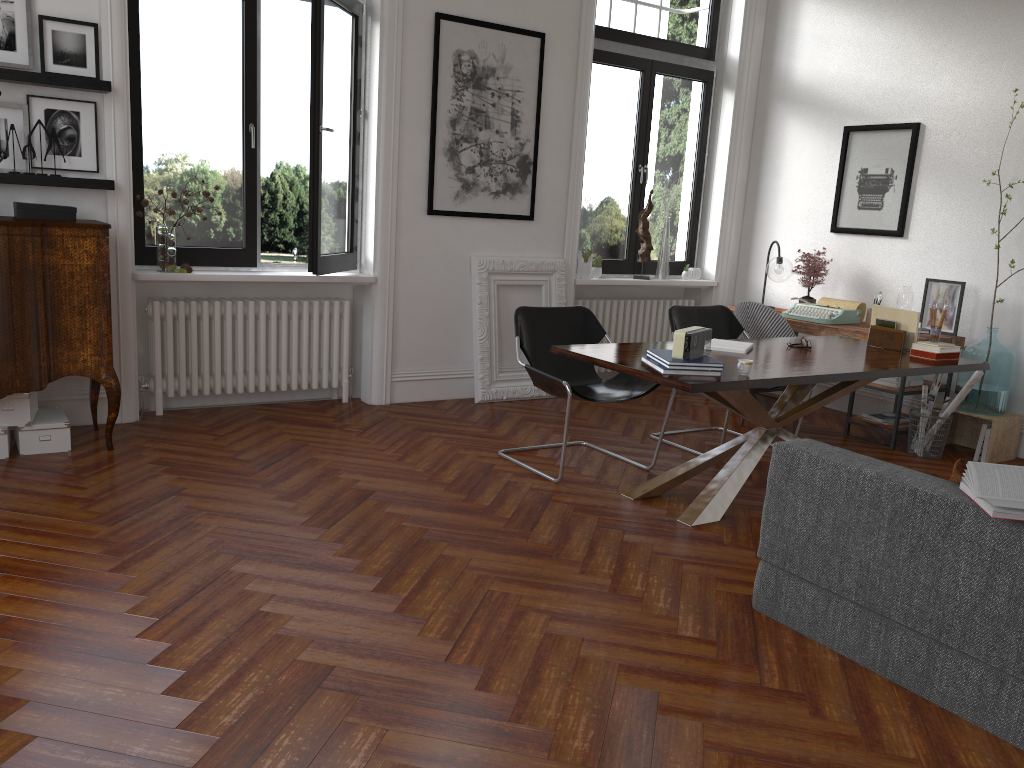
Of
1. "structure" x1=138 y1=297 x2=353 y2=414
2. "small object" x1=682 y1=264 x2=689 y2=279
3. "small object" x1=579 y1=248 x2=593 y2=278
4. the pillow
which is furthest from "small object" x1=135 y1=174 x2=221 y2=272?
the pillow

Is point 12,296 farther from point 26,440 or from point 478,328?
point 478,328

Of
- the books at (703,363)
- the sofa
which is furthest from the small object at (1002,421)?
the sofa

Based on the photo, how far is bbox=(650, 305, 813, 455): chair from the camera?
5.7m

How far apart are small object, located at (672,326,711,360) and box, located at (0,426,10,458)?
3.4m

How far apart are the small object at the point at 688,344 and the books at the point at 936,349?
1.6m

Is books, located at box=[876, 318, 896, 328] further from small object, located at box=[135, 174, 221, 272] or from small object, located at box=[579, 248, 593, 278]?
small object, located at box=[135, 174, 221, 272]

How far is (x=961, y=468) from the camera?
2.7 meters

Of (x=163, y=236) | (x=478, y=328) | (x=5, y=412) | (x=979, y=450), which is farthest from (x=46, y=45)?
(x=979, y=450)

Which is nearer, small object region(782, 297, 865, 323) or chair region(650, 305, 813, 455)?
chair region(650, 305, 813, 455)
